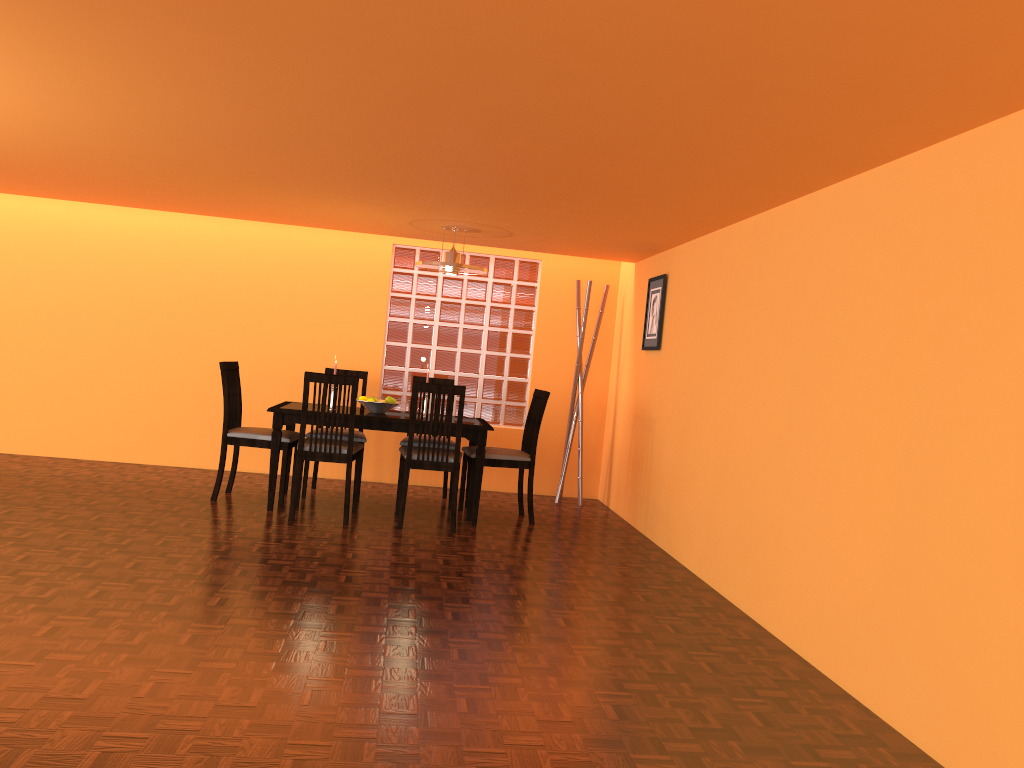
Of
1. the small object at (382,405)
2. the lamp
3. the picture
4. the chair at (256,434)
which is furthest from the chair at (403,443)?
the picture

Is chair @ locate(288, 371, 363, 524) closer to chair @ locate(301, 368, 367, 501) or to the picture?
chair @ locate(301, 368, 367, 501)

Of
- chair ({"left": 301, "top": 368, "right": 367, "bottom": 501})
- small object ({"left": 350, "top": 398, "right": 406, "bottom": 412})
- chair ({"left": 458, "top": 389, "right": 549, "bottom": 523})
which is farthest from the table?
chair ({"left": 301, "top": 368, "right": 367, "bottom": 501})

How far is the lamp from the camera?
5.1 meters

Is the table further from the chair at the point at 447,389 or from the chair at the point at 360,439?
the chair at the point at 360,439

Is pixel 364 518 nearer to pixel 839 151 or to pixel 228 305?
pixel 228 305

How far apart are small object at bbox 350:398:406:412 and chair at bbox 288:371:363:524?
0.3m

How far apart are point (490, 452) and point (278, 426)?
1.2m

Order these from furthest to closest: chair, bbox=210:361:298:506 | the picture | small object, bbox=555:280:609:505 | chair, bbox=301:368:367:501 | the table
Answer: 1. small object, bbox=555:280:609:505
2. chair, bbox=301:368:367:501
3. the picture
4. chair, bbox=210:361:298:506
5. the table

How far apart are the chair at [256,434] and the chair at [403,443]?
0.65m
